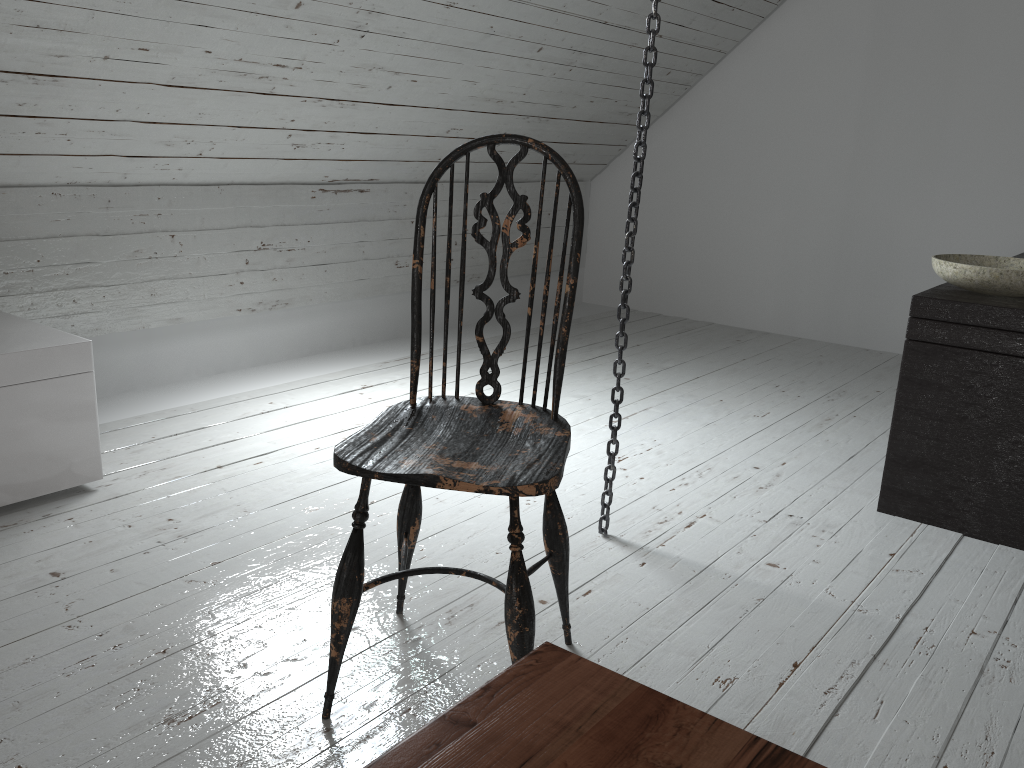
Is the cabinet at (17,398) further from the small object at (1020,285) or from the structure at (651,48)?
the small object at (1020,285)

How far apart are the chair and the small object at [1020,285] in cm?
123

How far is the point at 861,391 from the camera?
3.57m

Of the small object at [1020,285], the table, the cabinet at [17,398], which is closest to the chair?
the table

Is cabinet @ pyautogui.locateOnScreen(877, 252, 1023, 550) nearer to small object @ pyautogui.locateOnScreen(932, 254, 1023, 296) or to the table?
small object @ pyautogui.locateOnScreen(932, 254, 1023, 296)

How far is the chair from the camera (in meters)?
1.31

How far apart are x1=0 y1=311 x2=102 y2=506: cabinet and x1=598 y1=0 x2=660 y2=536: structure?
1.3m

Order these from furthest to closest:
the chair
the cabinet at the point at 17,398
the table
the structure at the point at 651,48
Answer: the cabinet at the point at 17,398 < the structure at the point at 651,48 < the chair < the table

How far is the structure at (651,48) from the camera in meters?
1.8 m

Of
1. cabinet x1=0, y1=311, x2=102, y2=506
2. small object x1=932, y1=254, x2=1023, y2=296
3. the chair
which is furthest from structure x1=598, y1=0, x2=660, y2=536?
cabinet x1=0, y1=311, x2=102, y2=506
